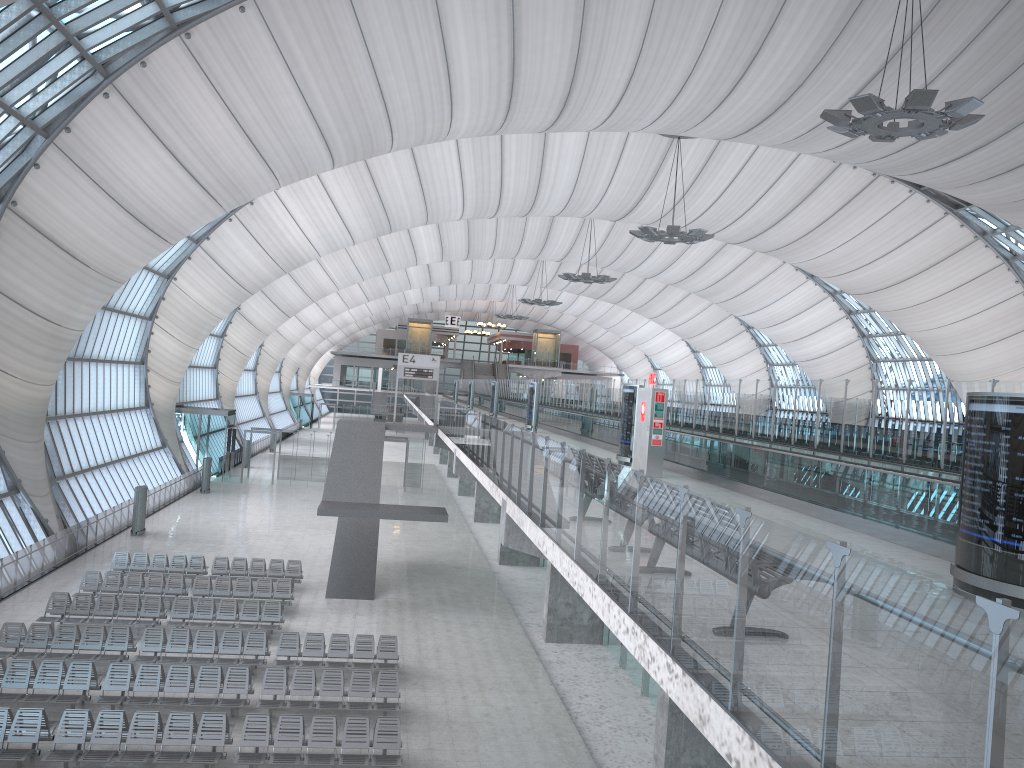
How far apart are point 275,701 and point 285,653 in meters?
2.7

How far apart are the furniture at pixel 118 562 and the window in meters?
2.9

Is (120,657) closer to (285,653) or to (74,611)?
(285,653)

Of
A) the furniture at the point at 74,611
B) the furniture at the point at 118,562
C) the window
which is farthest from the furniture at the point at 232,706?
the window

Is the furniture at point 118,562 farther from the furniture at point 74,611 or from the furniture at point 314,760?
the furniture at point 314,760

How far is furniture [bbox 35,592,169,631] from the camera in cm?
2112

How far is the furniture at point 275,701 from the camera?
16.59m

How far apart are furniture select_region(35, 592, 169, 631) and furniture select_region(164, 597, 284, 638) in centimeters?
33cm

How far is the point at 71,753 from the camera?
13.8m

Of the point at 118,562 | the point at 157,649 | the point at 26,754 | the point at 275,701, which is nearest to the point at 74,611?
the point at 157,649
